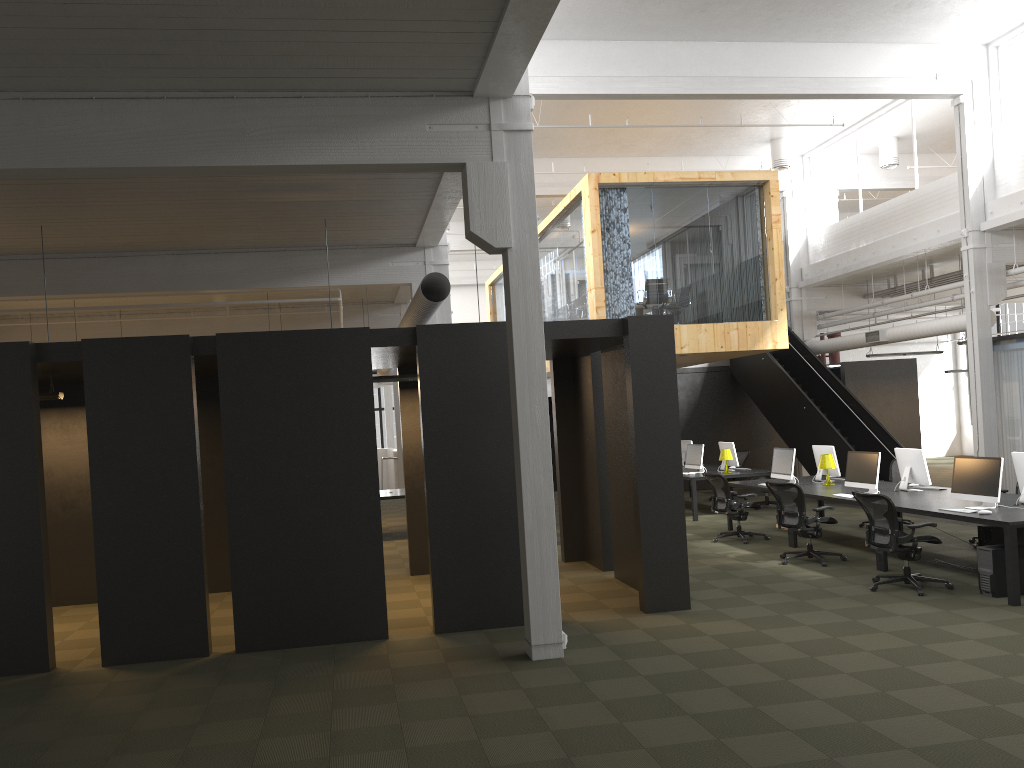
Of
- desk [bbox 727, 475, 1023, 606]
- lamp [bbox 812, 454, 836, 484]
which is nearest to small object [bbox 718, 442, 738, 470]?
desk [bbox 727, 475, 1023, 606]

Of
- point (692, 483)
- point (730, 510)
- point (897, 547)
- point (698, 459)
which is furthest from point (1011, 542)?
point (698, 459)

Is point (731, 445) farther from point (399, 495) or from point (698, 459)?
point (399, 495)

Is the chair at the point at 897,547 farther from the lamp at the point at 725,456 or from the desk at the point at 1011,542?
the lamp at the point at 725,456

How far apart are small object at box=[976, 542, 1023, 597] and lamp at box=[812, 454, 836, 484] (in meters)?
3.90

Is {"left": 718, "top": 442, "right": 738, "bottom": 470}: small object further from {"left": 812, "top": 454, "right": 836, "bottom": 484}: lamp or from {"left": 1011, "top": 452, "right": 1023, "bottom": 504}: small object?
{"left": 1011, "top": 452, "right": 1023, "bottom": 504}: small object

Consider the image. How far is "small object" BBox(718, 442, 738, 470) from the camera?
16.1m

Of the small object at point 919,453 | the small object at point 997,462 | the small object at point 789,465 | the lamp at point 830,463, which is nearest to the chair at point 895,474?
the lamp at point 830,463

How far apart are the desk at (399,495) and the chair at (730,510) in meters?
5.2 m

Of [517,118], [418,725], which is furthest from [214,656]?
[517,118]
